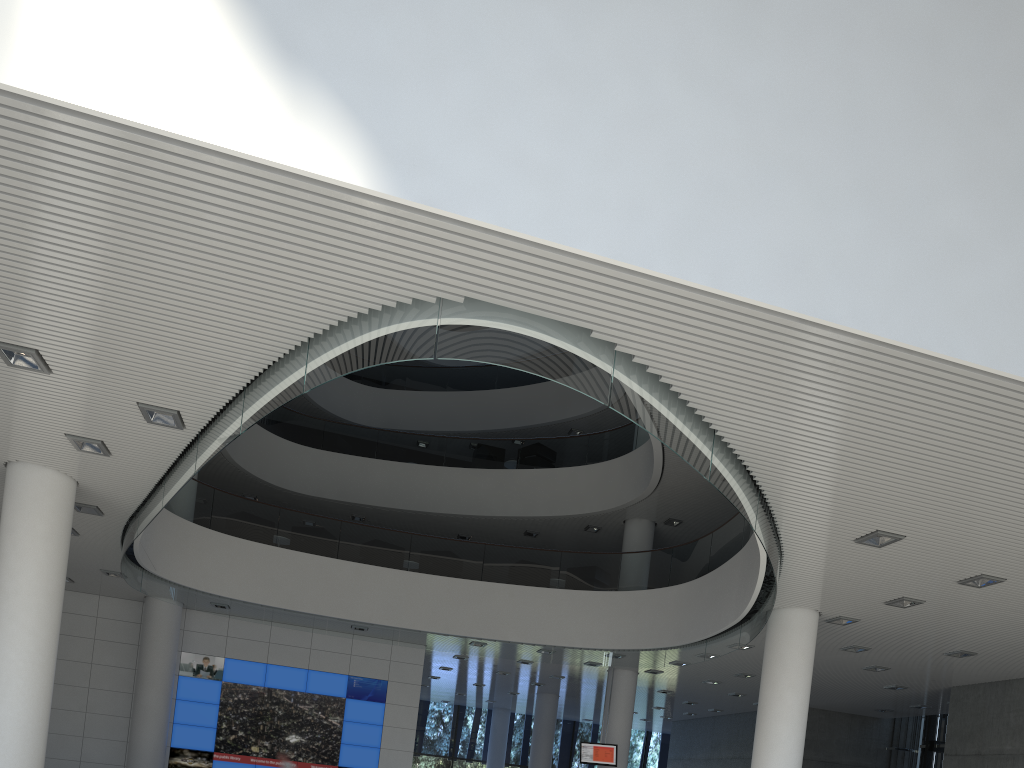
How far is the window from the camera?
18.0m

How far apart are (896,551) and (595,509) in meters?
6.6

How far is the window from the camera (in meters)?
18.00

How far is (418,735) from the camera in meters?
18.0
